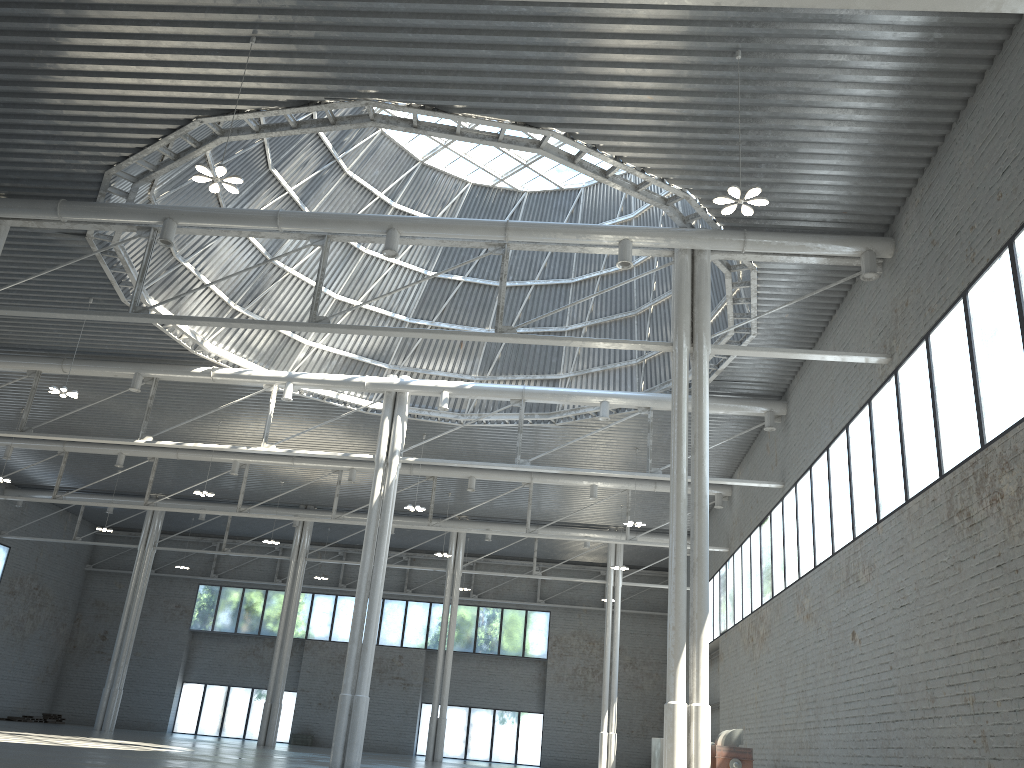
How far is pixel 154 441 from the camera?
38.8 meters
